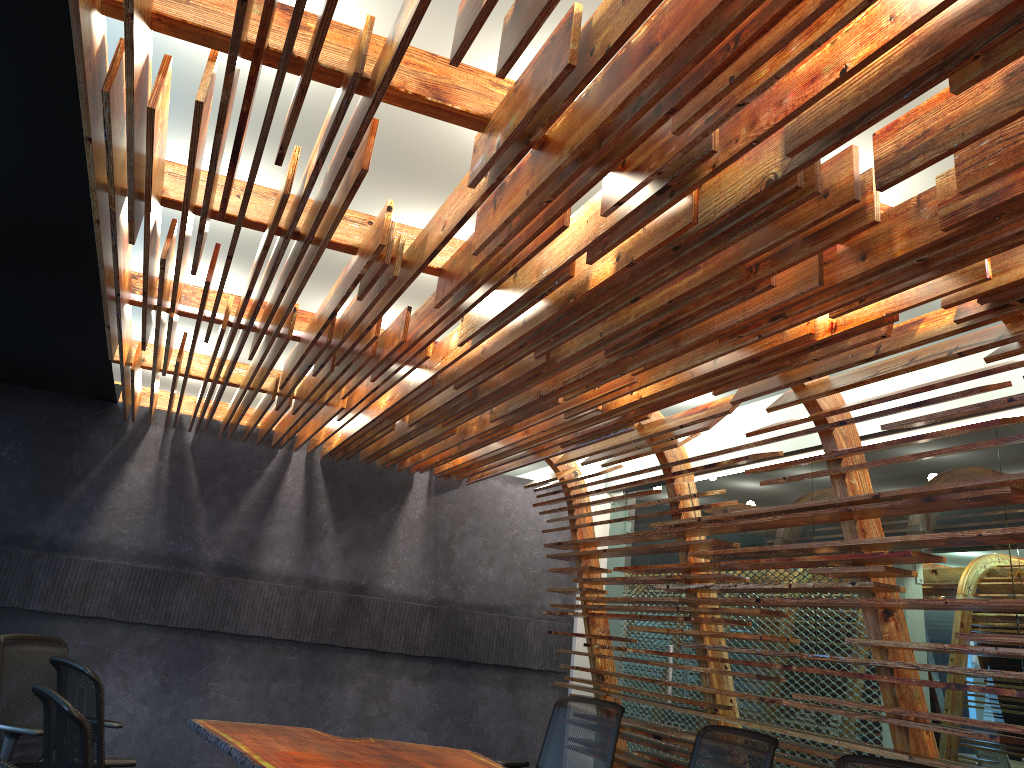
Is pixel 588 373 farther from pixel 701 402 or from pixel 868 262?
pixel 701 402

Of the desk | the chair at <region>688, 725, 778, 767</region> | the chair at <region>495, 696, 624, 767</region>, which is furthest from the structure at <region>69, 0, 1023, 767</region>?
the desk

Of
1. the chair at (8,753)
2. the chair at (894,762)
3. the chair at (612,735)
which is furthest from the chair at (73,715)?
the chair at (612,735)

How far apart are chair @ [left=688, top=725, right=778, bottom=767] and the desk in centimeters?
133cm

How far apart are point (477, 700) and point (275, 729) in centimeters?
315cm

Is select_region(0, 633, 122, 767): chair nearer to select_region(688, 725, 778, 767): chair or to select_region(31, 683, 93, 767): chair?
select_region(31, 683, 93, 767): chair

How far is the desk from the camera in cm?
490

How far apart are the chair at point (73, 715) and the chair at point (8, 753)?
2.21m

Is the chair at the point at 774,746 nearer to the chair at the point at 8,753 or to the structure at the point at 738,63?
the structure at the point at 738,63

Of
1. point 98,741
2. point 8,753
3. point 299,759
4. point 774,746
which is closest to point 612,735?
point 774,746
